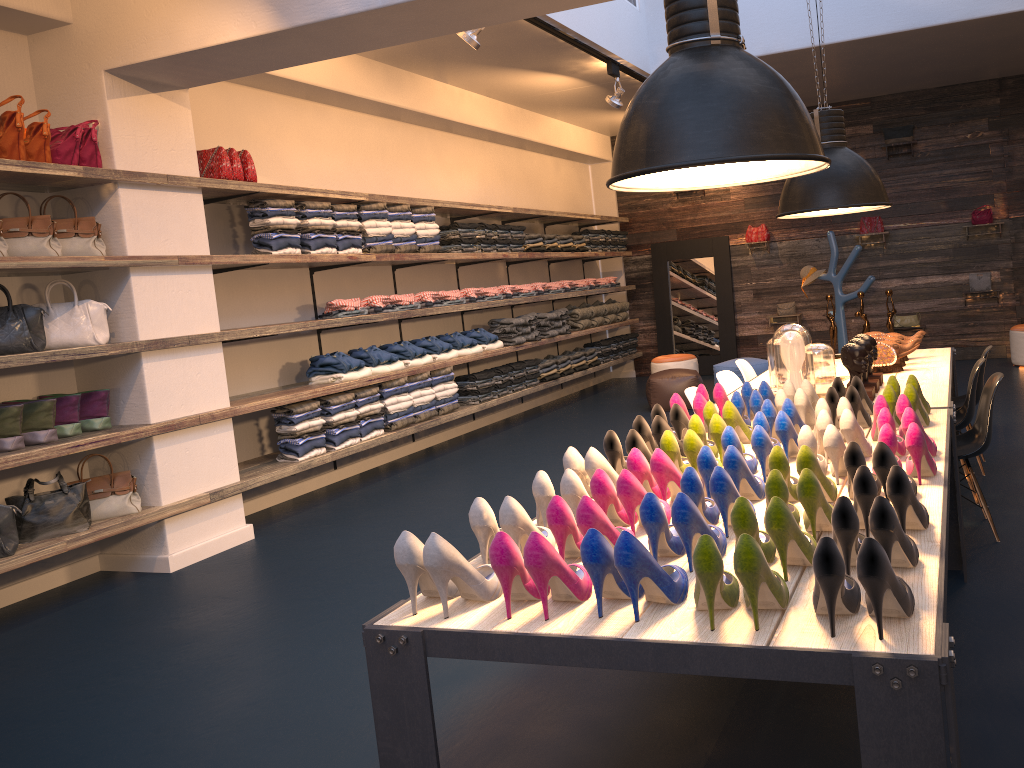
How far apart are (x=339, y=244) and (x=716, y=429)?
4.51m

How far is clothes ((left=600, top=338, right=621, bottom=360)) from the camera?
11.4m

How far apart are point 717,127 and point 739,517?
1.04m

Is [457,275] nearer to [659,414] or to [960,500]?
[659,414]

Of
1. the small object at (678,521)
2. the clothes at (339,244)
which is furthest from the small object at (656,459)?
the clothes at (339,244)

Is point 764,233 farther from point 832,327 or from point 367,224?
point 367,224

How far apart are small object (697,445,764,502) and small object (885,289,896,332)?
3.7 meters

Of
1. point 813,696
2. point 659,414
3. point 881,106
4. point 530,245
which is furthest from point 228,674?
point 881,106

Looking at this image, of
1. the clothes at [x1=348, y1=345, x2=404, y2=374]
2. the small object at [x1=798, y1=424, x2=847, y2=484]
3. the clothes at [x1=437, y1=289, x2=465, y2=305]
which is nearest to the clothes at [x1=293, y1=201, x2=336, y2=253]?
the clothes at [x1=348, y1=345, x2=404, y2=374]

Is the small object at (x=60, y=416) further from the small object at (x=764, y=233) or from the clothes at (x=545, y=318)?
the small object at (x=764, y=233)
